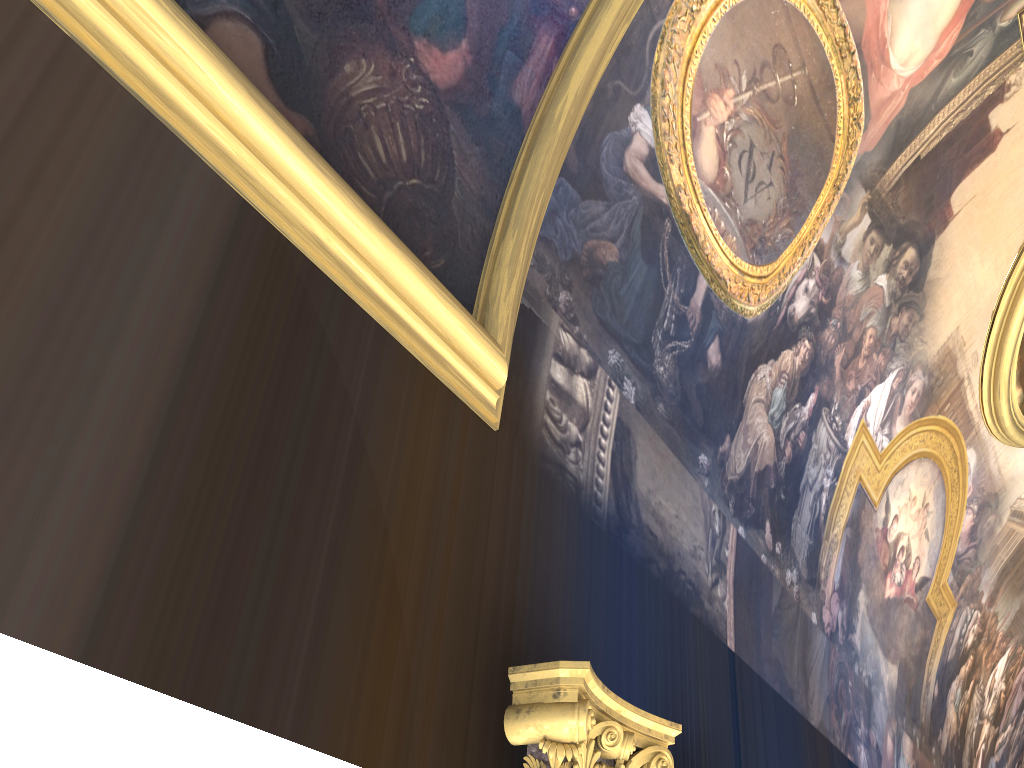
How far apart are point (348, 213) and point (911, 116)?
5.9m
